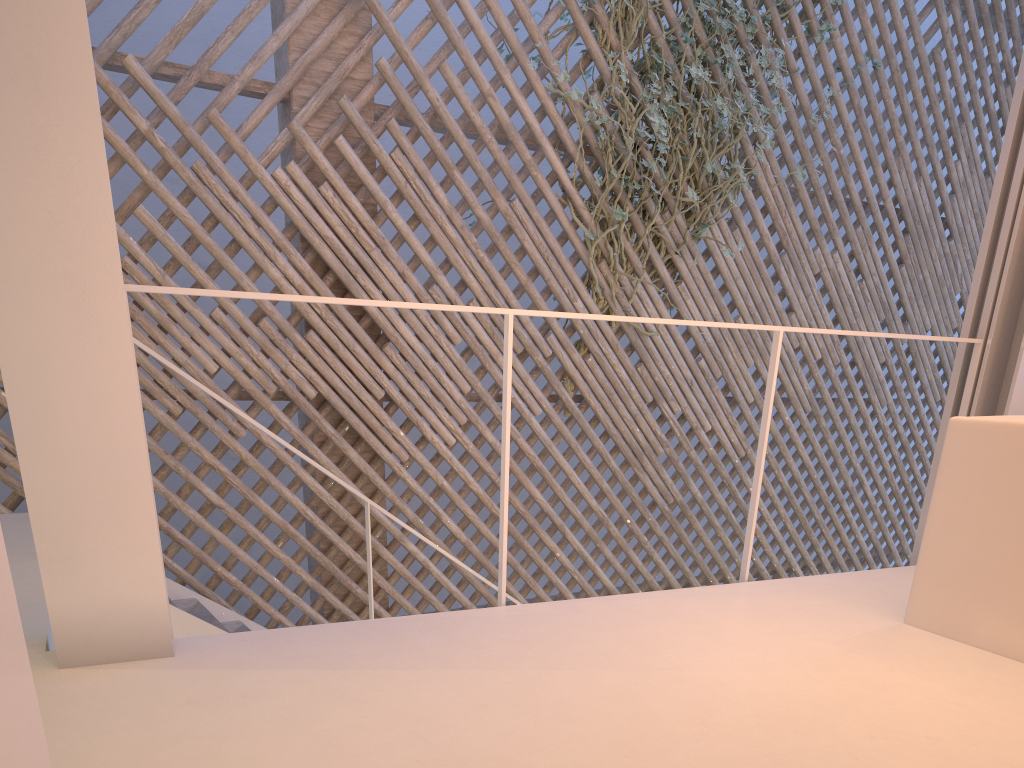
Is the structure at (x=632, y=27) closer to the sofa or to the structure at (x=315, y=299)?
the structure at (x=315, y=299)

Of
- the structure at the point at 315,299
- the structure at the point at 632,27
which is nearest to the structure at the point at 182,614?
the structure at the point at 315,299

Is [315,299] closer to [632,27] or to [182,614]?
[182,614]

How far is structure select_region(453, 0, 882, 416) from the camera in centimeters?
312cm

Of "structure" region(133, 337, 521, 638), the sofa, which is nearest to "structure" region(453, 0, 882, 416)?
"structure" region(133, 337, 521, 638)

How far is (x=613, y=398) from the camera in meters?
3.3 m

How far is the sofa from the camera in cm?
128

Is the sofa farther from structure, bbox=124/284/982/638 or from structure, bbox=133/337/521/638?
structure, bbox=133/337/521/638

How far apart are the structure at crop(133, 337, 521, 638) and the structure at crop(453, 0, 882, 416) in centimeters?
124cm

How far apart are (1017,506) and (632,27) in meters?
2.4 m
